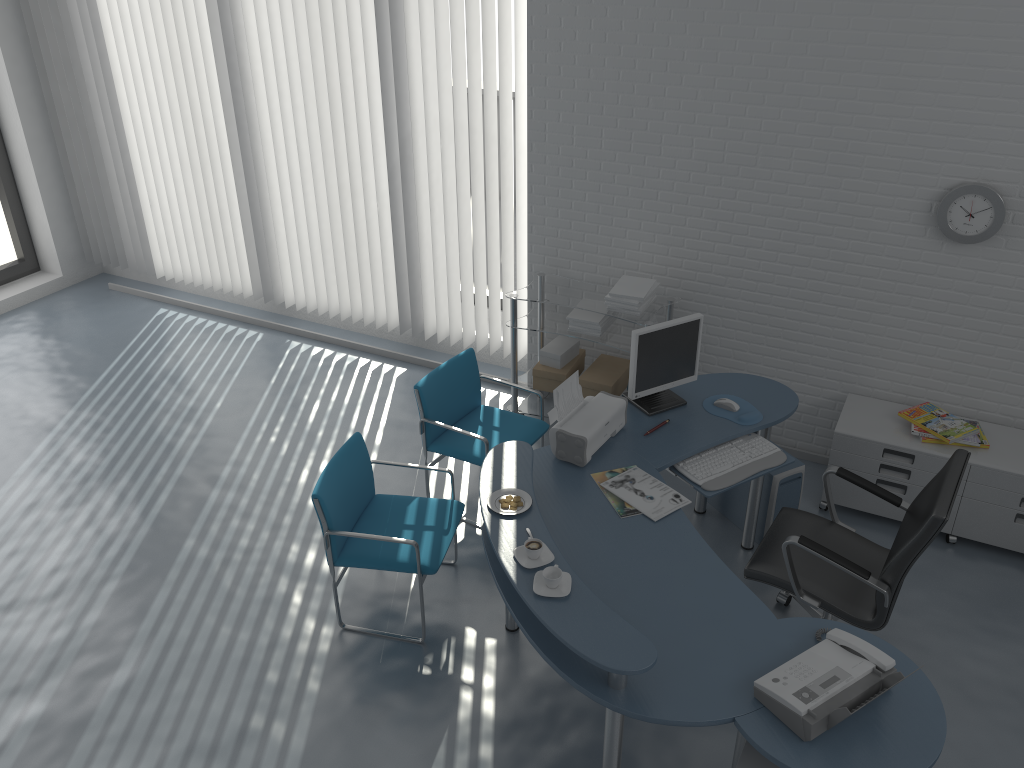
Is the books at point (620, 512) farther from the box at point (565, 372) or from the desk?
the box at point (565, 372)

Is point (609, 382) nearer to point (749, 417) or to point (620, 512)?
point (749, 417)

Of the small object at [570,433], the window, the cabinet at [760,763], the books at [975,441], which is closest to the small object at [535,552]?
the small object at [570,433]

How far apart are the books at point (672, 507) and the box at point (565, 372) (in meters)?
1.49

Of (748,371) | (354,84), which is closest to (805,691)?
(748,371)

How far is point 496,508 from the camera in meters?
3.1 m

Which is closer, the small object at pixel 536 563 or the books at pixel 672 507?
the small object at pixel 536 563

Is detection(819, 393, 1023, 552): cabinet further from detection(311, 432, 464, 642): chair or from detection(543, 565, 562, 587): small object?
detection(543, 565, 562, 587): small object

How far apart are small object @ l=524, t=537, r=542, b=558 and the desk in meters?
0.1

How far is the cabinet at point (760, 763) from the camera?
2.56m
